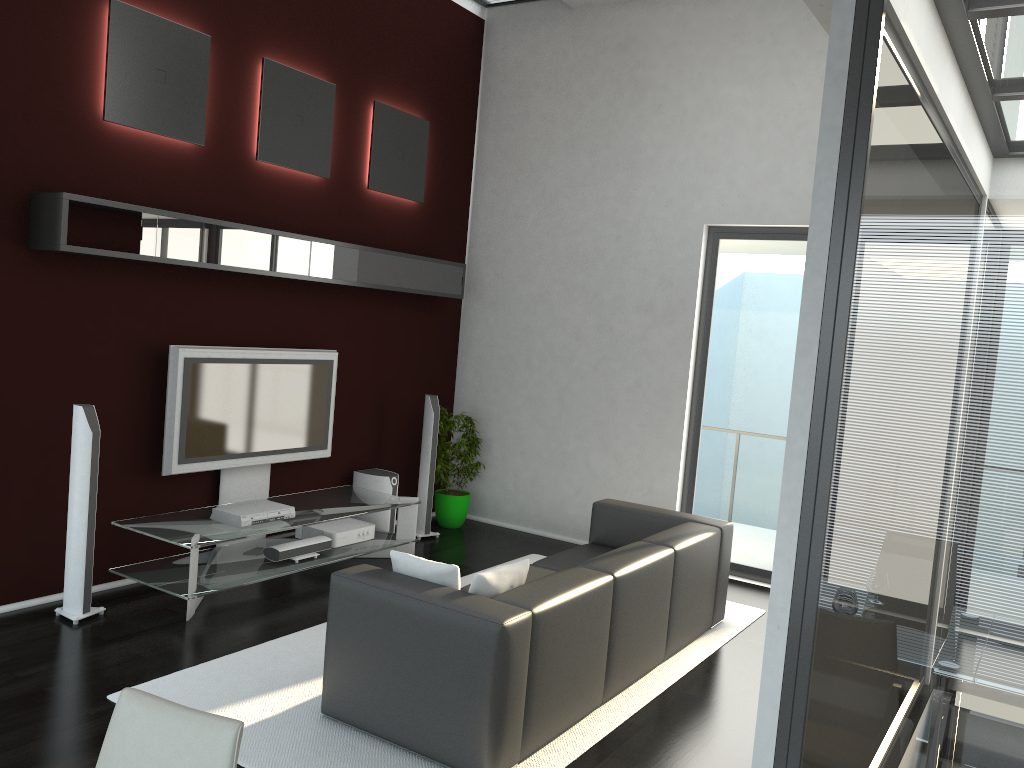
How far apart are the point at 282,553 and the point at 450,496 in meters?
2.1

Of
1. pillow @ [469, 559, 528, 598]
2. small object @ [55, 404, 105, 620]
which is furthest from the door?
small object @ [55, 404, 105, 620]

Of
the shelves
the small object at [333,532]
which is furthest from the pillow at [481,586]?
the shelves

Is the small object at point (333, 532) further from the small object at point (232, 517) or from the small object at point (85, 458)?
the small object at point (85, 458)

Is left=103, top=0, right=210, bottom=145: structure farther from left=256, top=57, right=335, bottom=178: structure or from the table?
the table

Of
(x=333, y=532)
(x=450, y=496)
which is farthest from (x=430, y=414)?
(x=333, y=532)

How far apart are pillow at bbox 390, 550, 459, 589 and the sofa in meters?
0.1 m

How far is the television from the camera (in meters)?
5.48

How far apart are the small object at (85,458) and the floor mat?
0.96m

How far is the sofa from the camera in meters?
3.5
